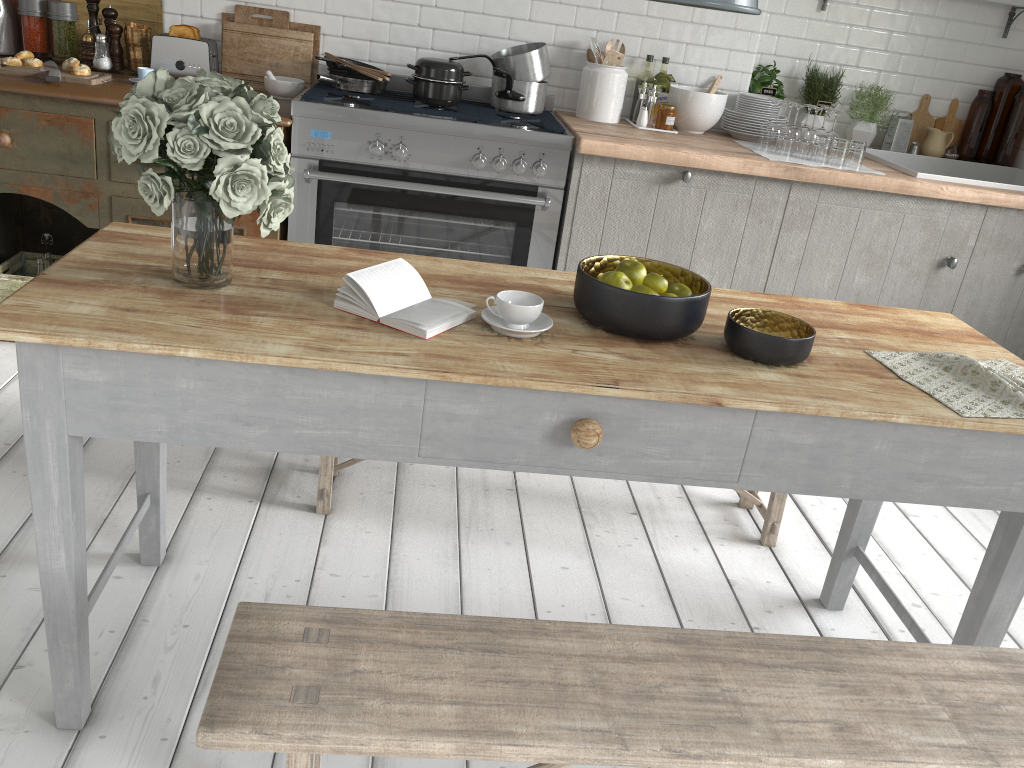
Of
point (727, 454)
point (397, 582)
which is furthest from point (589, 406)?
point (397, 582)

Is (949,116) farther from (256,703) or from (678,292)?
(256,703)

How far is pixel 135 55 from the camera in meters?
4.6 m

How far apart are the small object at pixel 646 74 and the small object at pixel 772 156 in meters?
0.6 m

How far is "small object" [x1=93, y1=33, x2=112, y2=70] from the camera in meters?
4.5 m

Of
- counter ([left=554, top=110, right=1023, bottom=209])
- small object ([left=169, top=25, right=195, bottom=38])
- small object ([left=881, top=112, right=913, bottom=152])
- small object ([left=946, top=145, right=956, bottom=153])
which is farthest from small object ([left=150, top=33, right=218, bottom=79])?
small object ([left=946, top=145, right=956, bottom=153])

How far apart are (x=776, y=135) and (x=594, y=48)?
1.1 meters

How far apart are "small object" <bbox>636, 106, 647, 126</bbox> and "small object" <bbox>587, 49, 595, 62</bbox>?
0.4 meters

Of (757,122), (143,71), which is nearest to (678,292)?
(757,122)

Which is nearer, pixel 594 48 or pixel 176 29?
pixel 176 29
